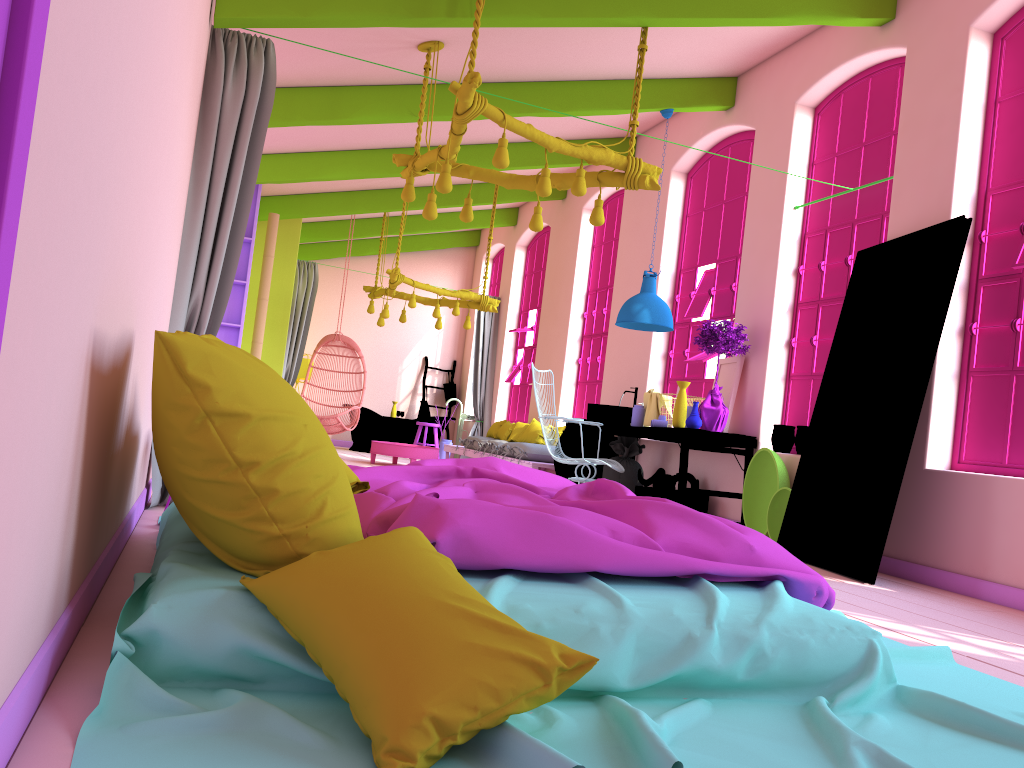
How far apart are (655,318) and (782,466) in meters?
1.8

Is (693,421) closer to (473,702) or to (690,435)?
(690,435)

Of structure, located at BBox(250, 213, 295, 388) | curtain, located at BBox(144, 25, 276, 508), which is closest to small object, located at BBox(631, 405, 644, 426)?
curtain, located at BBox(144, 25, 276, 508)

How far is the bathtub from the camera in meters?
14.1

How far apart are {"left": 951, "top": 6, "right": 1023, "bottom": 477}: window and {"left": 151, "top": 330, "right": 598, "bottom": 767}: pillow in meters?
4.0

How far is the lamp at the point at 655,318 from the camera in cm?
774

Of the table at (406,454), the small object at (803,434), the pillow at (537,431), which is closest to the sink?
the small object at (803,434)

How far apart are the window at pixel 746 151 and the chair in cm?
417

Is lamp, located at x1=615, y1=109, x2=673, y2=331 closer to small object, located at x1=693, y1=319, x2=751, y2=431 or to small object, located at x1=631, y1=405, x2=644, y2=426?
small object, located at x1=693, y1=319, x2=751, y2=431

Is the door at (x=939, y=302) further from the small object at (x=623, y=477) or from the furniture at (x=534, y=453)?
the furniture at (x=534, y=453)
